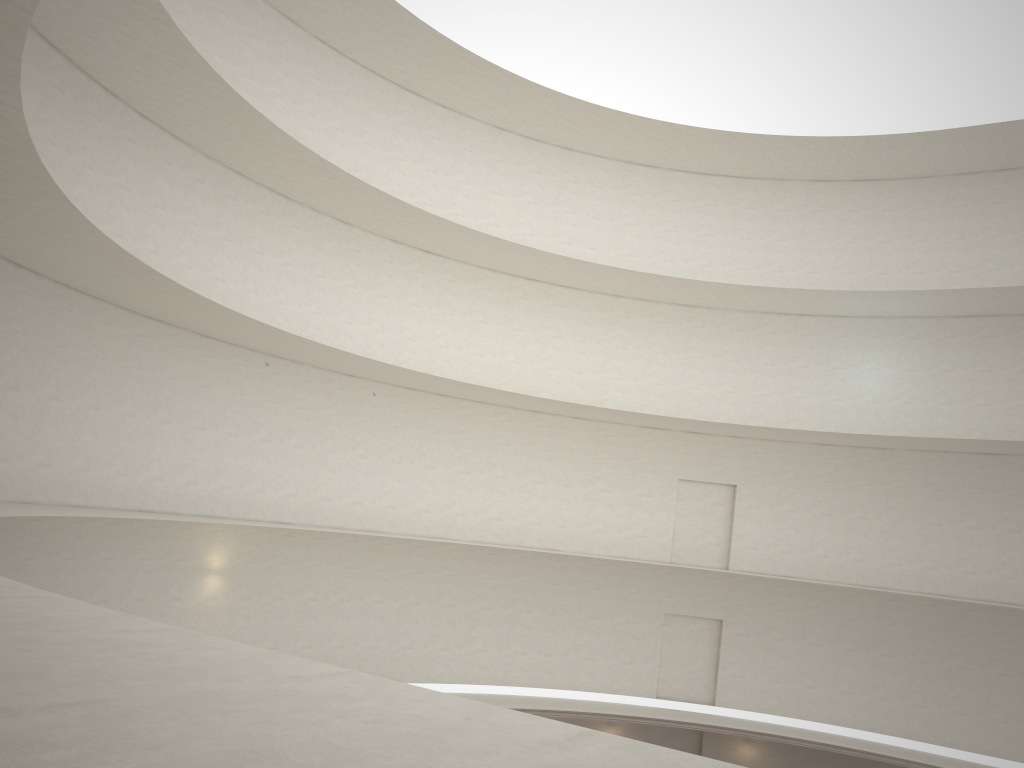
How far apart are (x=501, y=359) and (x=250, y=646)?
23.6m
